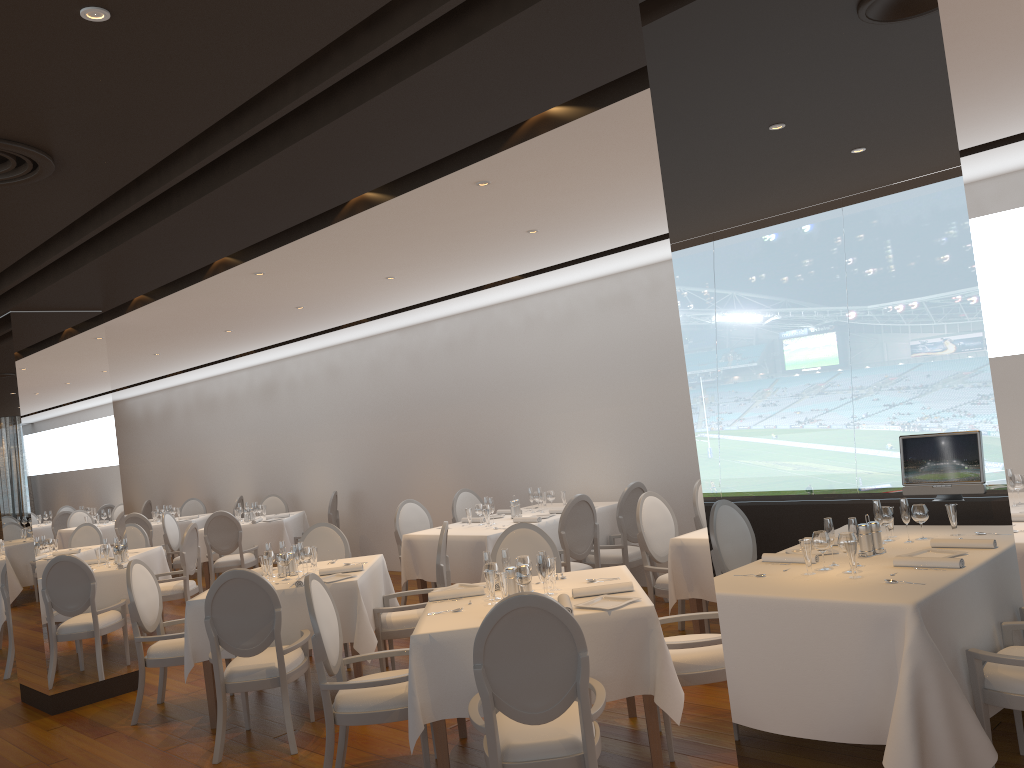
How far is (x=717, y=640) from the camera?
4.29m

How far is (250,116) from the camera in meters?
3.5

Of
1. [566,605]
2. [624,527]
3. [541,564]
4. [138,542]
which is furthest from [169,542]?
[566,605]

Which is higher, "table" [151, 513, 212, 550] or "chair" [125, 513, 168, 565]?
"chair" [125, 513, 168, 565]

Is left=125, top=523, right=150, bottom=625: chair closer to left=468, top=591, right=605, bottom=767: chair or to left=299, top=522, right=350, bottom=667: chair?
left=299, top=522, right=350, bottom=667: chair

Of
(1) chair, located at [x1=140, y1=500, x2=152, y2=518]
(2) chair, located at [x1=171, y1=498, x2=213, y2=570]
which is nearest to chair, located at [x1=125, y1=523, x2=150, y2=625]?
(2) chair, located at [x1=171, y1=498, x2=213, y2=570]

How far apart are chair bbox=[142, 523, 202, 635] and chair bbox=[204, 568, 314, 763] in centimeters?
360cm

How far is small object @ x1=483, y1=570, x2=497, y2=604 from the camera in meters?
4.5

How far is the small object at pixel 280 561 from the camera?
6.1m

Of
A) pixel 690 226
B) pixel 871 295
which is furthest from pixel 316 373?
pixel 871 295
